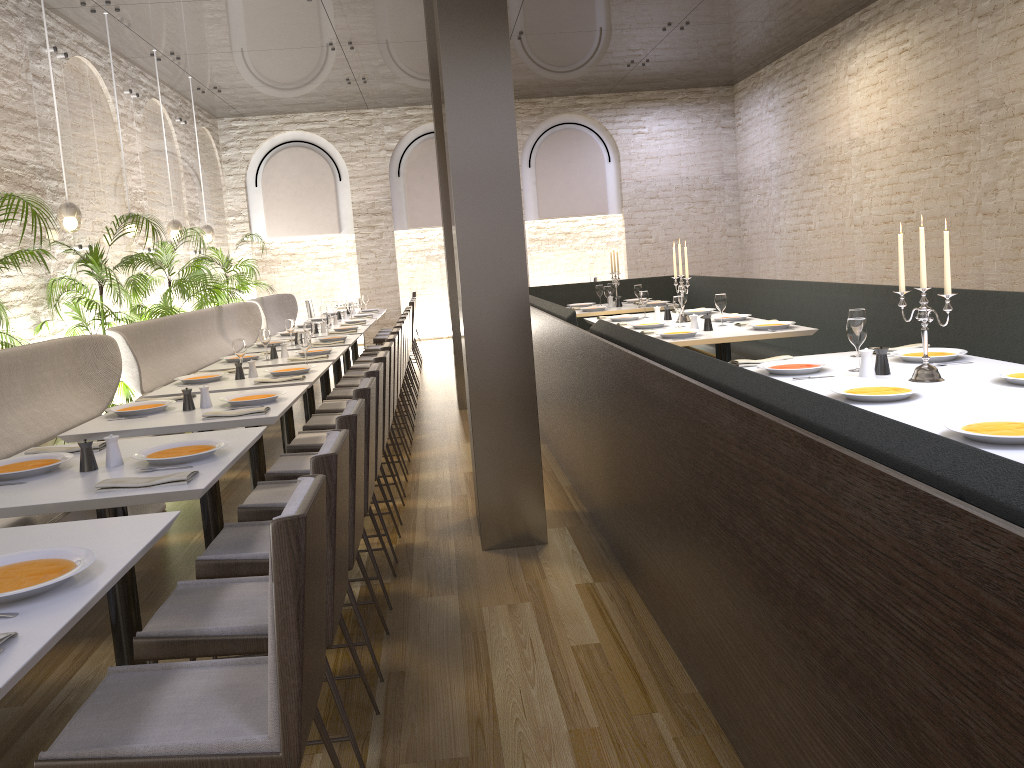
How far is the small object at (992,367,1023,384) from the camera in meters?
3.2 m

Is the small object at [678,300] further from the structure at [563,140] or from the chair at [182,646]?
the structure at [563,140]

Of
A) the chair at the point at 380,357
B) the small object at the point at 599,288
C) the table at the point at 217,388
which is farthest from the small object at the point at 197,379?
the small object at the point at 599,288

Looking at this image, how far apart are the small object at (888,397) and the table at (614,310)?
5.49m

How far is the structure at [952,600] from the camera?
1.3 meters

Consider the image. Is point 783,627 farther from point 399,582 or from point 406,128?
point 406,128

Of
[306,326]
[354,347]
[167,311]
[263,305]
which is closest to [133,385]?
[306,326]

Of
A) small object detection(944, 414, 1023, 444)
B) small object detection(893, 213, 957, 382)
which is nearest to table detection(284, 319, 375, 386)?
small object detection(893, 213, 957, 382)

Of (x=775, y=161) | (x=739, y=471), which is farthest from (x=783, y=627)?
(x=775, y=161)

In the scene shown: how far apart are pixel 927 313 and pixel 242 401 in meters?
3.0
